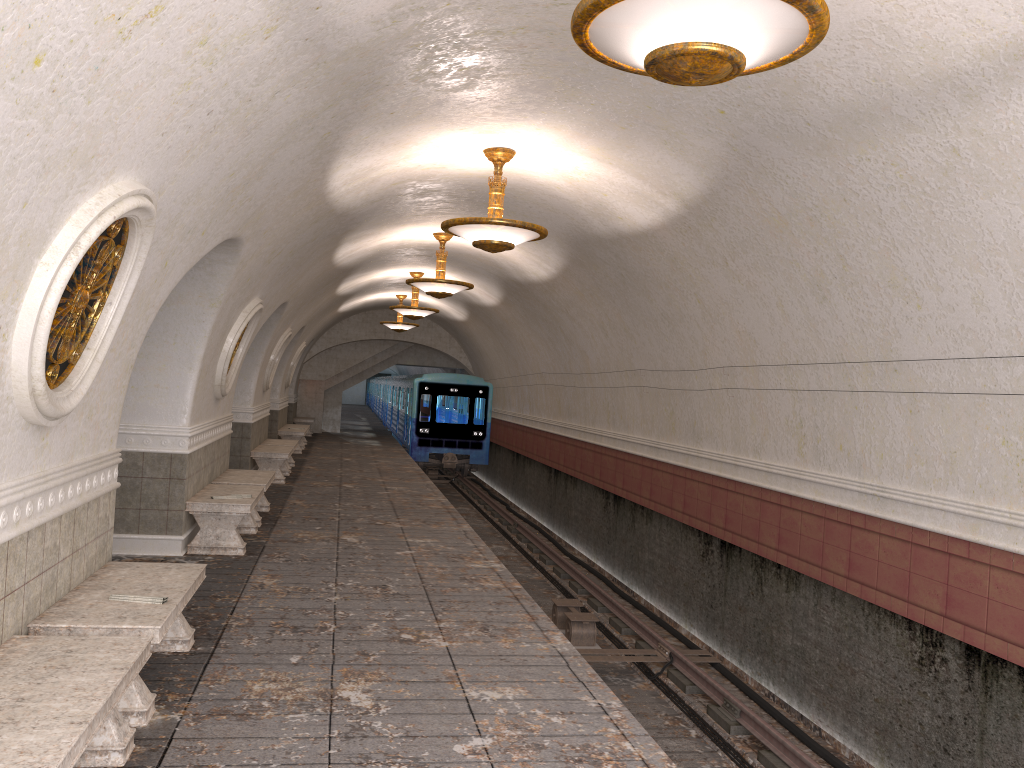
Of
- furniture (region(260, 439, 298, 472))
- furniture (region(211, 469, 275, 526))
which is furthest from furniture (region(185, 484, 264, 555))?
furniture (region(260, 439, 298, 472))

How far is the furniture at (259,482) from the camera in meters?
10.4 m

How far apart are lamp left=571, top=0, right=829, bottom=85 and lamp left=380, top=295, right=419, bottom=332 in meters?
18.4

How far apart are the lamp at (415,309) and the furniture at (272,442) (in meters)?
3.30

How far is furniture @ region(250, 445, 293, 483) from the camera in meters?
14.5

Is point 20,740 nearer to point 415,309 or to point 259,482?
point 259,482

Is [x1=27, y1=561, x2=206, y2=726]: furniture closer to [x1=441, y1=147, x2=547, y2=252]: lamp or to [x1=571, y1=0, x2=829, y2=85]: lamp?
[x1=571, y1=0, x2=829, y2=85]: lamp

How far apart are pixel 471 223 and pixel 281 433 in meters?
13.6

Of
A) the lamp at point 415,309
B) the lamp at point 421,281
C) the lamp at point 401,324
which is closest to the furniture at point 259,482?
the lamp at point 421,281

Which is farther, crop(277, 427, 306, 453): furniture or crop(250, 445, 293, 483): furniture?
crop(277, 427, 306, 453): furniture
